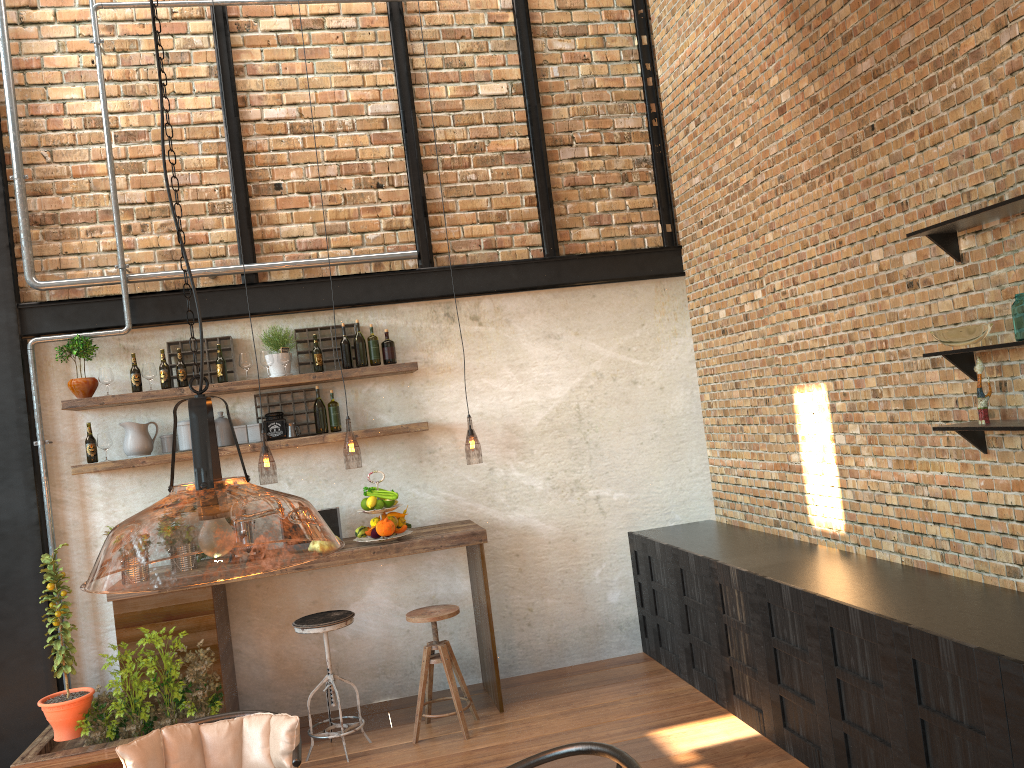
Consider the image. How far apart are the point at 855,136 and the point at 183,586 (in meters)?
3.74

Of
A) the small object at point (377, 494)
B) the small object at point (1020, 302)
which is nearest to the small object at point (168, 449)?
the small object at point (377, 494)

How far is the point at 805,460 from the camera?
5.0m

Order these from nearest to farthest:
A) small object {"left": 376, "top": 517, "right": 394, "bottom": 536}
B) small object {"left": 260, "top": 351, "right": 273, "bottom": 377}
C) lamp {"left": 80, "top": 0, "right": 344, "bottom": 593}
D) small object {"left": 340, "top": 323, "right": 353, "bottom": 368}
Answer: lamp {"left": 80, "top": 0, "right": 344, "bottom": 593}
small object {"left": 376, "top": 517, "right": 394, "bottom": 536}
small object {"left": 260, "top": 351, "right": 273, "bottom": 377}
small object {"left": 340, "top": 323, "right": 353, "bottom": 368}

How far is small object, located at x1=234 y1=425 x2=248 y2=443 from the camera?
5.5m

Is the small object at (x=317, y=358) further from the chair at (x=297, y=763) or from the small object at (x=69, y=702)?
the chair at (x=297, y=763)

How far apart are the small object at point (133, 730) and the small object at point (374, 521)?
1.2 meters

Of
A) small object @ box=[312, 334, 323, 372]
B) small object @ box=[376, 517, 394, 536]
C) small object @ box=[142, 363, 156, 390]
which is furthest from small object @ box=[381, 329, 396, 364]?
small object @ box=[142, 363, 156, 390]

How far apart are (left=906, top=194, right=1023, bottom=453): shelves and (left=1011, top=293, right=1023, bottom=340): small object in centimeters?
17cm

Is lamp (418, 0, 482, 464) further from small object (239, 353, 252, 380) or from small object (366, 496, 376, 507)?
small object (239, 353, 252, 380)
